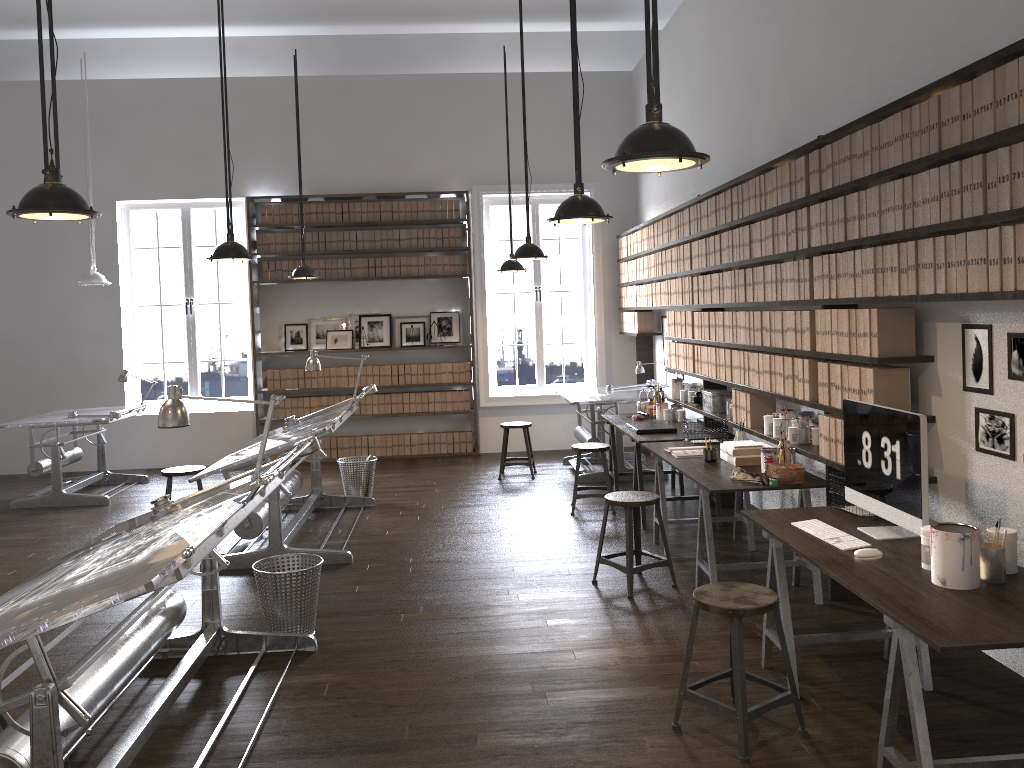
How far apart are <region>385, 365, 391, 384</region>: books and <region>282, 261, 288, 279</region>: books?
1.6m

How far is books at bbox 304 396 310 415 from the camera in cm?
1005

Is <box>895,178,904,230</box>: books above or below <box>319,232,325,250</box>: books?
below

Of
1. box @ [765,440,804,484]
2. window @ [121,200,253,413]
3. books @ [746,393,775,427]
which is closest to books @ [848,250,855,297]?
box @ [765,440,804,484]

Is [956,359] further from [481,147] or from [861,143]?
[481,147]

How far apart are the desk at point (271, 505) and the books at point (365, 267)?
2.8m

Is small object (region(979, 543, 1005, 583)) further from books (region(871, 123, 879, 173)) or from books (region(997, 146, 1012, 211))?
books (region(871, 123, 879, 173))

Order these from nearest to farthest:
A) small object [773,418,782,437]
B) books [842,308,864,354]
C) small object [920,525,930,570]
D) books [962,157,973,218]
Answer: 1. small object [920,525,930,570]
2. books [962,157,973,218]
3. books [842,308,864,354]
4. small object [773,418,782,437]

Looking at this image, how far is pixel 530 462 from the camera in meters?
8.6 m

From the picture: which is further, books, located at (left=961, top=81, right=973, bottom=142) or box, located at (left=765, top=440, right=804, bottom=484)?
box, located at (left=765, top=440, right=804, bottom=484)
